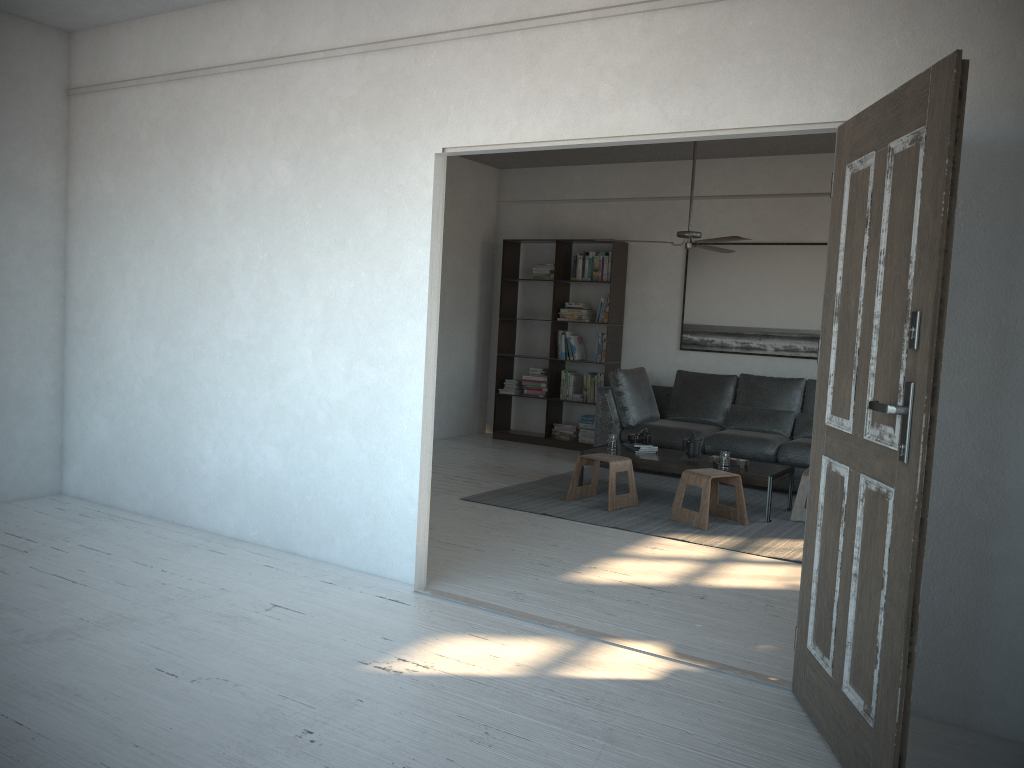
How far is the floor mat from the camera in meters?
5.4

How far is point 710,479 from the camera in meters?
5.7 m

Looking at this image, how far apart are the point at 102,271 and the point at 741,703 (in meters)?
4.43

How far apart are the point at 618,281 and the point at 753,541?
3.91m

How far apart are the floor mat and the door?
2.02m

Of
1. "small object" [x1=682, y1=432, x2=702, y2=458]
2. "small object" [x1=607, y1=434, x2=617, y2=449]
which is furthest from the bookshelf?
"small object" [x1=682, y1=432, x2=702, y2=458]

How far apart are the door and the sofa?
4.0m

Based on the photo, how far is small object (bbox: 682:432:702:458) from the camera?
6.5m

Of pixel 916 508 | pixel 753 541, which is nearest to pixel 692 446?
pixel 753 541

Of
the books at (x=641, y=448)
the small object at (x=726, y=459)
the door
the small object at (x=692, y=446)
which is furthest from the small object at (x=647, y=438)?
the door
